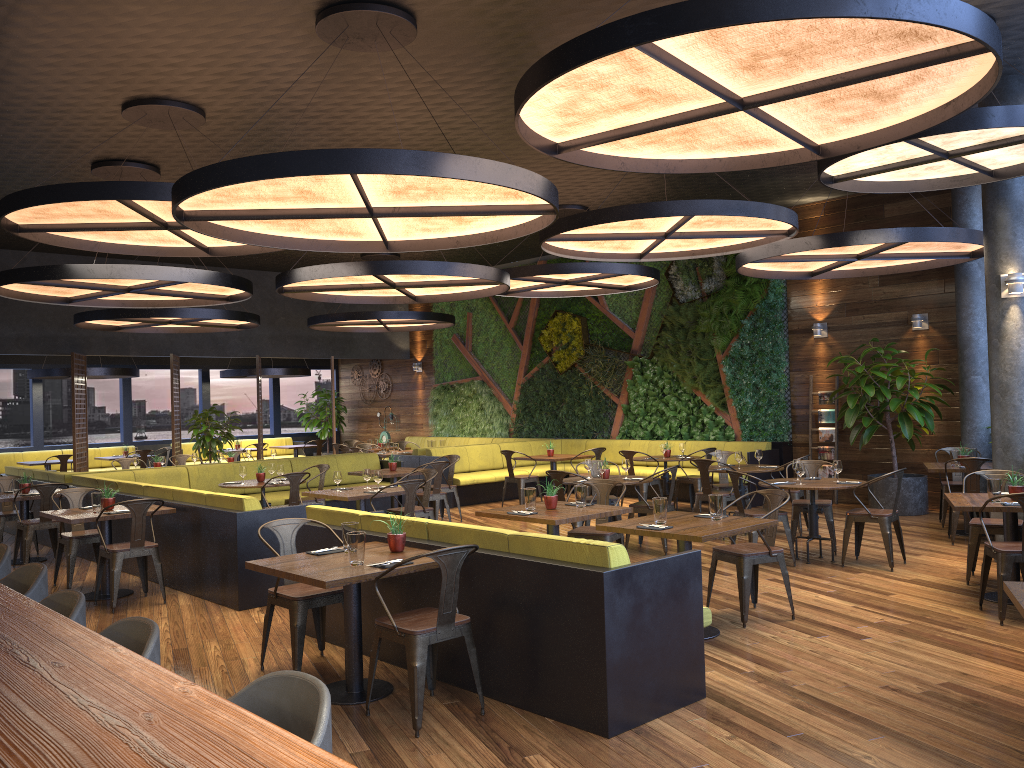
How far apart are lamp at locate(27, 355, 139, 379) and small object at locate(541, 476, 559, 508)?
12.5 meters

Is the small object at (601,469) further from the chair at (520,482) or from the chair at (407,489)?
the chair at (520,482)

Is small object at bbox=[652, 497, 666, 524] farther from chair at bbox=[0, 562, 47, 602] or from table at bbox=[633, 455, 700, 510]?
table at bbox=[633, 455, 700, 510]

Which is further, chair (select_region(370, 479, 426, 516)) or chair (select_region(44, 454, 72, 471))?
chair (select_region(44, 454, 72, 471))

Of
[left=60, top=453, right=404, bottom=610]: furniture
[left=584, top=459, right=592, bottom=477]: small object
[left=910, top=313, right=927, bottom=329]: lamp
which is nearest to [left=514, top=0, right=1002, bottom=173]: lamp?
[left=60, top=453, right=404, bottom=610]: furniture

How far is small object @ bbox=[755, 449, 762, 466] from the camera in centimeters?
1064cm

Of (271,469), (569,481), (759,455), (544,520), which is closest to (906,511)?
(759,455)

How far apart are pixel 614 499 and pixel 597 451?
3.2m

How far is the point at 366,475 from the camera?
9.36m

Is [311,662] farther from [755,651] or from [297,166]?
[297,166]
